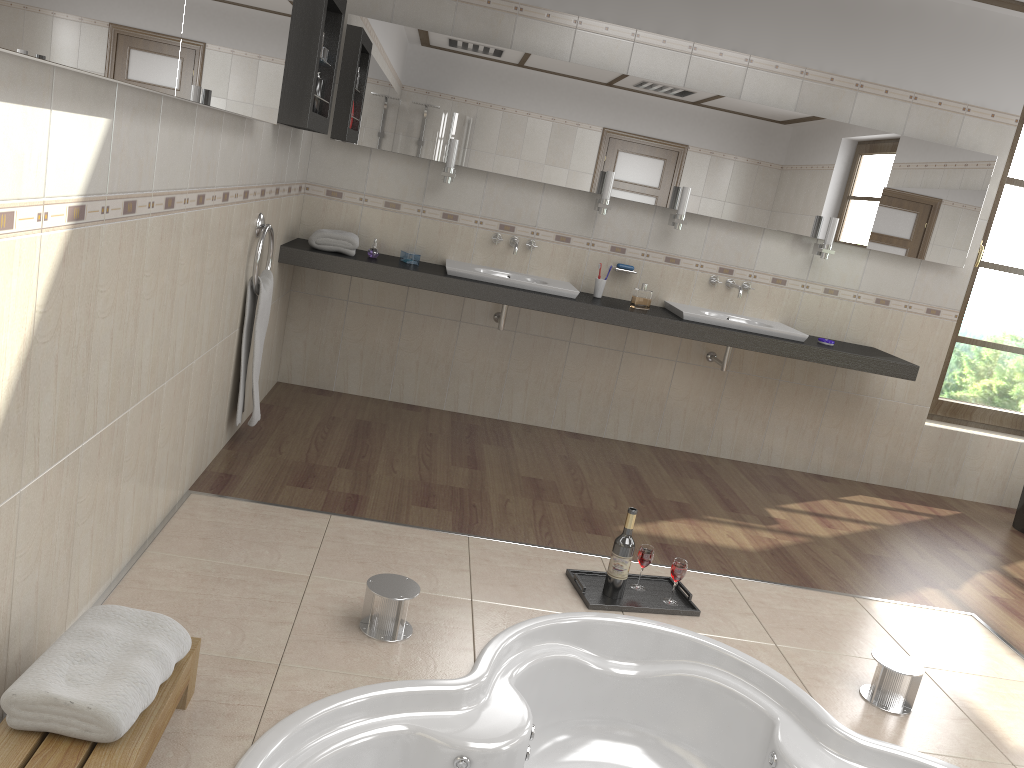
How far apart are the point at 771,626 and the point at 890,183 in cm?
275

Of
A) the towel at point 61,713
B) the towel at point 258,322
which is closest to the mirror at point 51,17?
the towel at point 258,322

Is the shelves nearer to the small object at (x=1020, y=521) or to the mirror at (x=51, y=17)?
the mirror at (x=51, y=17)

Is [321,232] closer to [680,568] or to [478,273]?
[478,273]

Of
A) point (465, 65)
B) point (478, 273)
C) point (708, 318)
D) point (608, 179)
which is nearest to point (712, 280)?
point (708, 318)

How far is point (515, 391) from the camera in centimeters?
488cm

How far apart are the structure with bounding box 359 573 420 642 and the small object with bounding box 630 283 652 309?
2.38m

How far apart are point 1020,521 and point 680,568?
2.85m

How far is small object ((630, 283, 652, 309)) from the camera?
4.5m

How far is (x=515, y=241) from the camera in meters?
4.6 m
